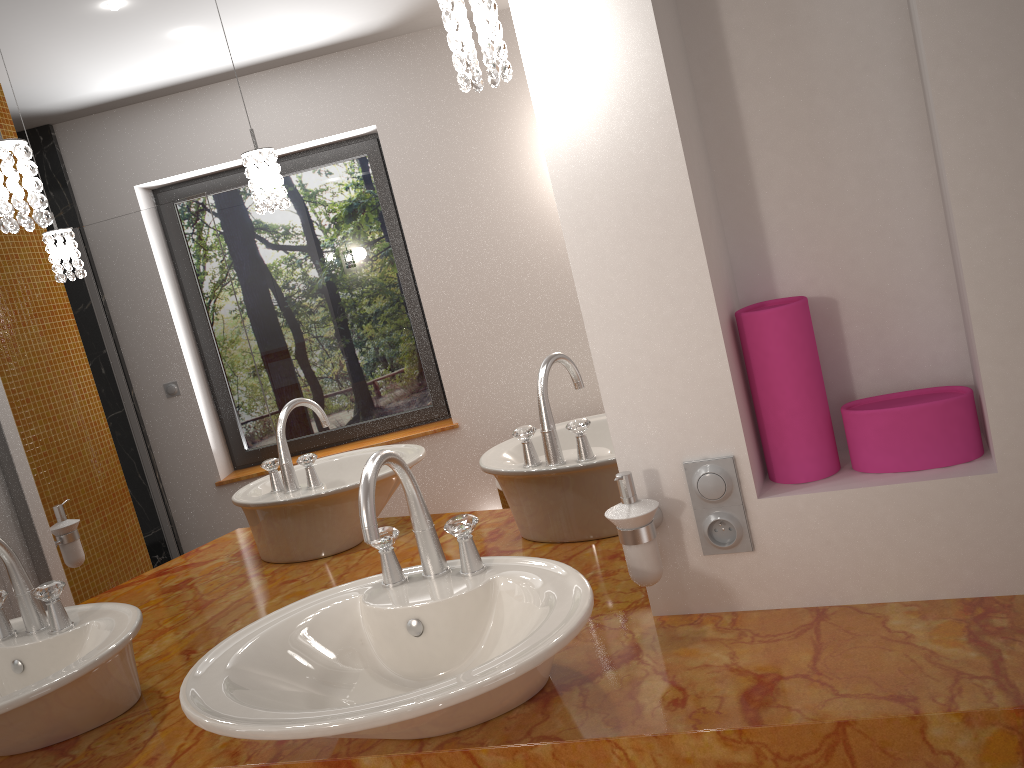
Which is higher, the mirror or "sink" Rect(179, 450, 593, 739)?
the mirror

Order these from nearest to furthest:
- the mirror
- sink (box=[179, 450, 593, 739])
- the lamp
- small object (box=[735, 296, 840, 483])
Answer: sink (box=[179, 450, 593, 739]), the lamp, small object (box=[735, 296, 840, 483]), the mirror

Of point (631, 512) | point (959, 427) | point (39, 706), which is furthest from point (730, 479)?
point (39, 706)

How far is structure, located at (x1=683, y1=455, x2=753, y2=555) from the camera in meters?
1.2 m

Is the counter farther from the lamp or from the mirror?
the lamp

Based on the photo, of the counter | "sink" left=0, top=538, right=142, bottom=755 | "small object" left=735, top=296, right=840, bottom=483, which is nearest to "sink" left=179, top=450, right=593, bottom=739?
the counter

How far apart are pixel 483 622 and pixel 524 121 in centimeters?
76cm

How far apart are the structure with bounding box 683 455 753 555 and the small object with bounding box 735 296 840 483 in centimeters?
8cm

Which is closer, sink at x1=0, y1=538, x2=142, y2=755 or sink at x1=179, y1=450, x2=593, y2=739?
sink at x1=179, y1=450, x2=593, y2=739

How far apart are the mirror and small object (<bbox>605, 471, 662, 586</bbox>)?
0.17m
